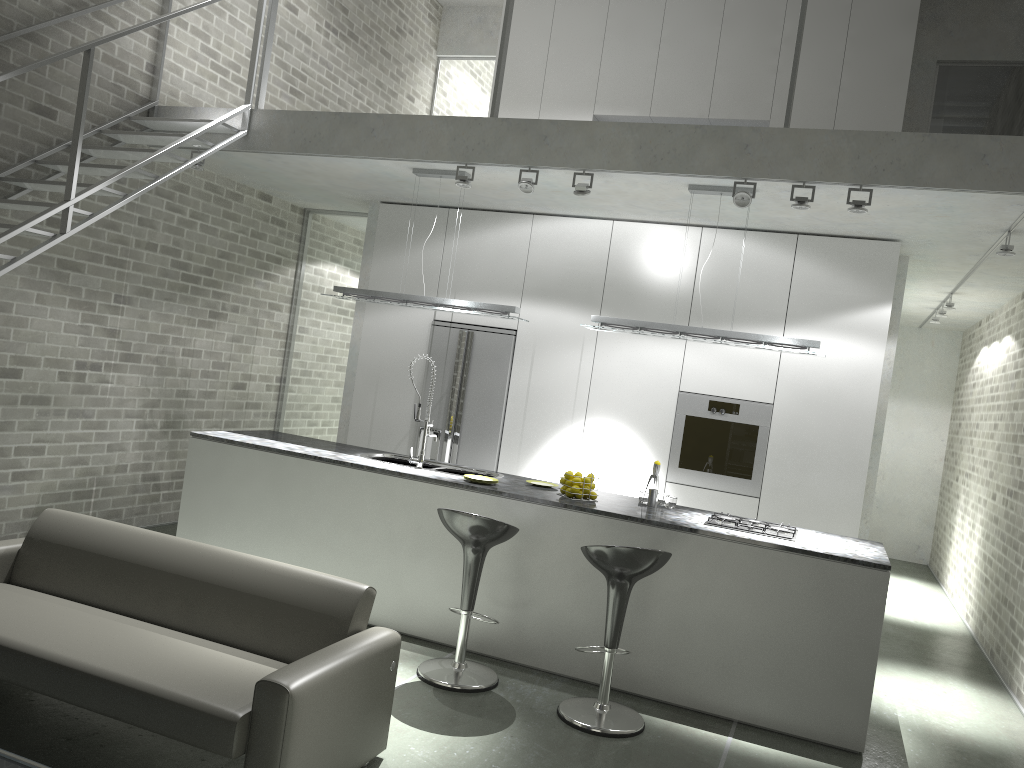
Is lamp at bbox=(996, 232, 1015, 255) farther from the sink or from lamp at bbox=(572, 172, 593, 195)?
the sink

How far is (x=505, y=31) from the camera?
5.7m

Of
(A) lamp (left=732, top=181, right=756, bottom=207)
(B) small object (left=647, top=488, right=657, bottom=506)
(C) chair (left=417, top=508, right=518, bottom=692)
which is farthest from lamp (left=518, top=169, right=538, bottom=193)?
(C) chair (left=417, top=508, right=518, bottom=692)

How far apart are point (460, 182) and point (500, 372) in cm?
191

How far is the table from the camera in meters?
2.7 m

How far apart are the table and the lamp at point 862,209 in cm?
459

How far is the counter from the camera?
4.58m

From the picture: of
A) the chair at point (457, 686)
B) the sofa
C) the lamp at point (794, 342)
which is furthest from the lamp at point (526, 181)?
the sofa

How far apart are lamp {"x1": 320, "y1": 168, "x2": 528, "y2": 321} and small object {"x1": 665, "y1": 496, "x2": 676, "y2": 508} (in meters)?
1.60

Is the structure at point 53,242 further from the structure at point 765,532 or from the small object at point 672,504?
the structure at point 765,532
